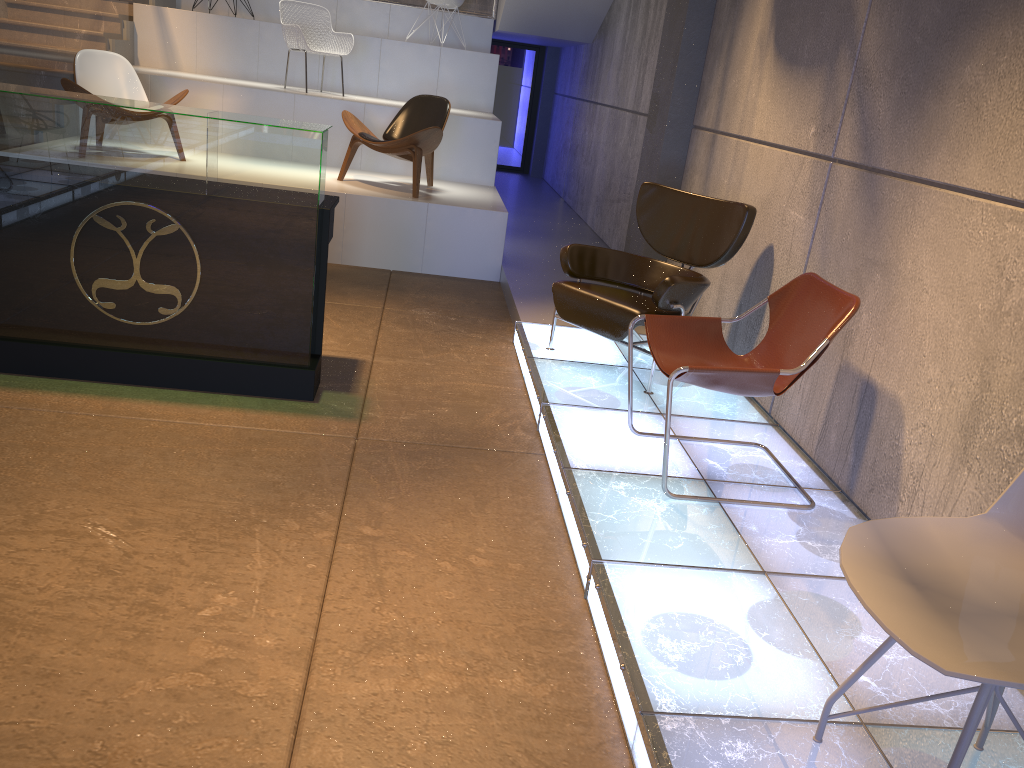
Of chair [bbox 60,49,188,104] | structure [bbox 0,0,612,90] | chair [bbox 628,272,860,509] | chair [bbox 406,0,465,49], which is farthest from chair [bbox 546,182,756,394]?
chair [bbox 406,0,465,49]

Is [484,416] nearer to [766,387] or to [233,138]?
[766,387]

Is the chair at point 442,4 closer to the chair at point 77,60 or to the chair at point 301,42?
the chair at point 301,42

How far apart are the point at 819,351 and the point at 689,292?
1.30m

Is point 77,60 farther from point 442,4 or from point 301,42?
point 442,4

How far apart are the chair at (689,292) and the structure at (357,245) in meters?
2.0 m

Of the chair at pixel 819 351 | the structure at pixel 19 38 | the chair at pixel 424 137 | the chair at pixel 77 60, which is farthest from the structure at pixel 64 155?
the structure at pixel 19 38

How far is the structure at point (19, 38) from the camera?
6.58m

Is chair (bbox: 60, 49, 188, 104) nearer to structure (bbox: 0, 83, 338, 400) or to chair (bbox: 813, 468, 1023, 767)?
structure (bbox: 0, 83, 338, 400)

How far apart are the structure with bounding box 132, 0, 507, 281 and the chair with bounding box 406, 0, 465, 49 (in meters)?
0.66
